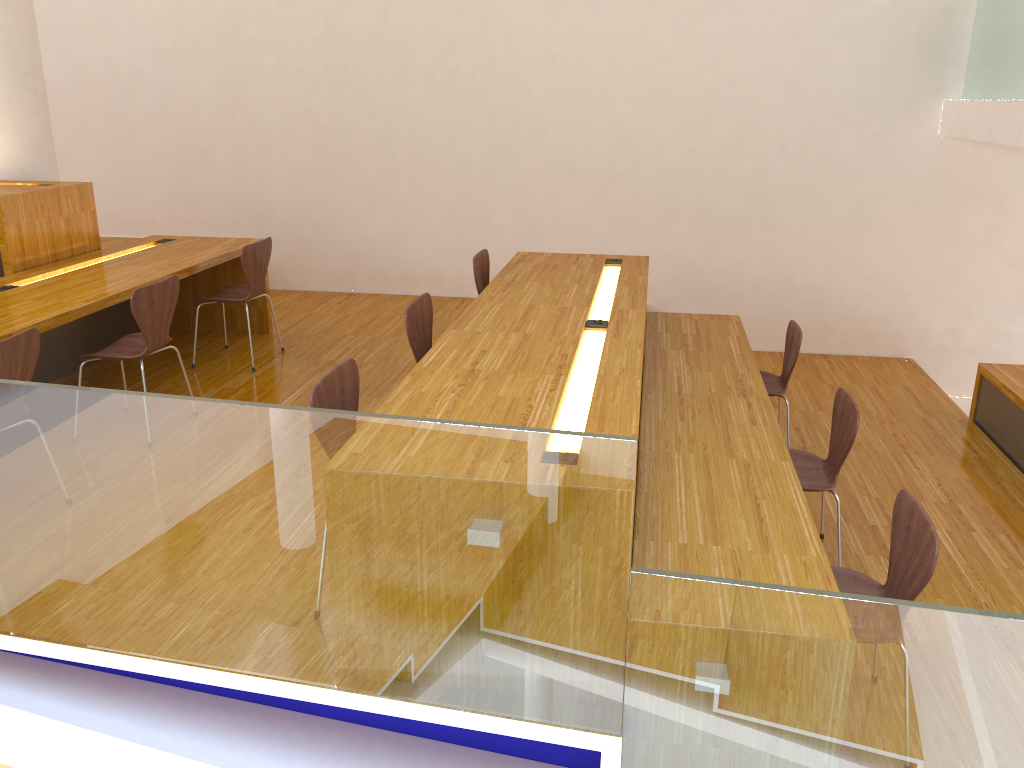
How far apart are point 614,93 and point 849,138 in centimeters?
162cm

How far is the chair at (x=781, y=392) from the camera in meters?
4.4

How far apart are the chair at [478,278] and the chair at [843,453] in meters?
1.8 m

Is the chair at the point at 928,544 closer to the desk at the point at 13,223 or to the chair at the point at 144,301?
the chair at the point at 144,301

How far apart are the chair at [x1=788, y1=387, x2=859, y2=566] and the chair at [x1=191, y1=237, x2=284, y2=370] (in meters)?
2.98

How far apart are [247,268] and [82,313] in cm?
114

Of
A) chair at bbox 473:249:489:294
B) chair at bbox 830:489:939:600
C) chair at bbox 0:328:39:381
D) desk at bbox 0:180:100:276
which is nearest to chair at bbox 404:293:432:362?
chair at bbox 473:249:489:294

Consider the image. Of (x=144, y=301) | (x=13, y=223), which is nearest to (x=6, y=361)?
(x=144, y=301)

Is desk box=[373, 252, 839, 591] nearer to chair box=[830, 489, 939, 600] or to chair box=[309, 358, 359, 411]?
chair box=[309, 358, 359, 411]

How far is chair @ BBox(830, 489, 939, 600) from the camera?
2.37m
